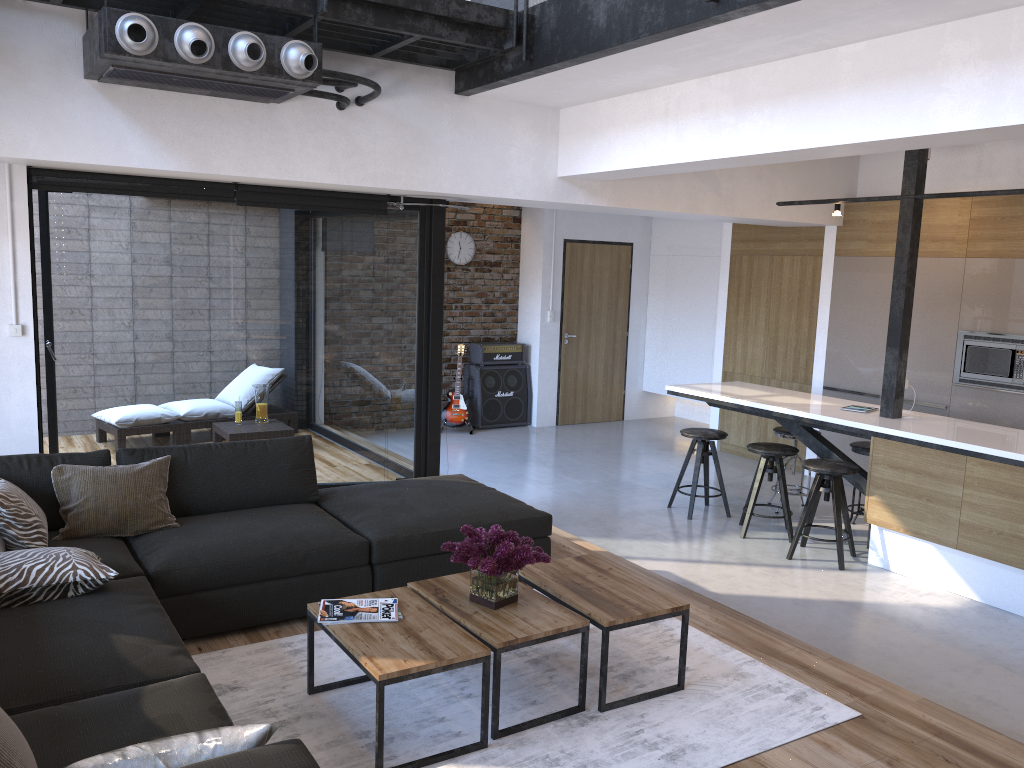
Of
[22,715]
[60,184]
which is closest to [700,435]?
[60,184]

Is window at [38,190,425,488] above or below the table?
above

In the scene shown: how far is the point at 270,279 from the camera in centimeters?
600cm

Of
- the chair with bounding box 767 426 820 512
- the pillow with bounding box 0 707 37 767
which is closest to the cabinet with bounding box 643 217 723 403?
the chair with bounding box 767 426 820 512

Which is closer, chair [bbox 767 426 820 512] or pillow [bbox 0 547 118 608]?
pillow [bbox 0 547 118 608]

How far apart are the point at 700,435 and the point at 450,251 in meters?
4.2 m

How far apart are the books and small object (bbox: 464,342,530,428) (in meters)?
6.50

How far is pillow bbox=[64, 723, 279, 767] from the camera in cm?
179

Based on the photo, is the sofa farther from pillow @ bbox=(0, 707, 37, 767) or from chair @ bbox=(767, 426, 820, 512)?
chair @ bbox=(767, 426, 820, 512)

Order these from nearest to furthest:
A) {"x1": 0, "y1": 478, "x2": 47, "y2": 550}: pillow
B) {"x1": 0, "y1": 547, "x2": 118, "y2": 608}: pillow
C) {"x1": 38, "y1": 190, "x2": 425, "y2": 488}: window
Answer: {"x1": 0, "y1": 547, "x2": 118, "y2": 608}: pillow → {"x1": 0, "y1": 478, "x2": 47, "y2": 550}: pillow → {"x1": 38, "y1": 190, "x2": 425, "y2": 488}: window
